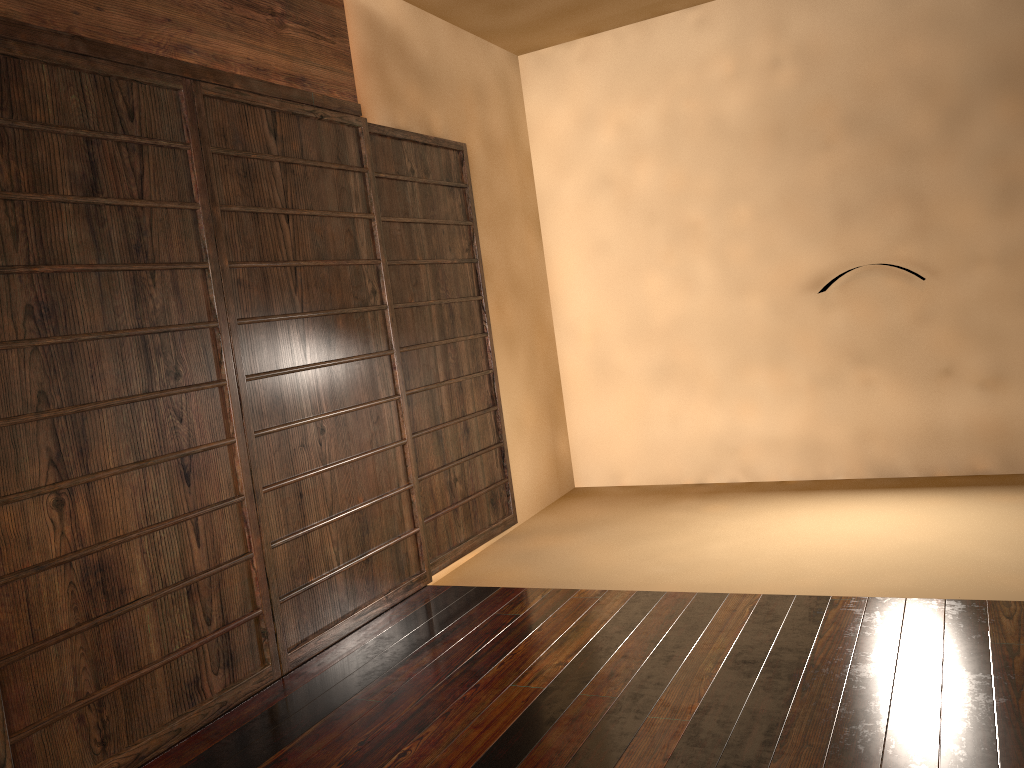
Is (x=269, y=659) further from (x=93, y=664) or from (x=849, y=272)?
(x=849, y=272)
